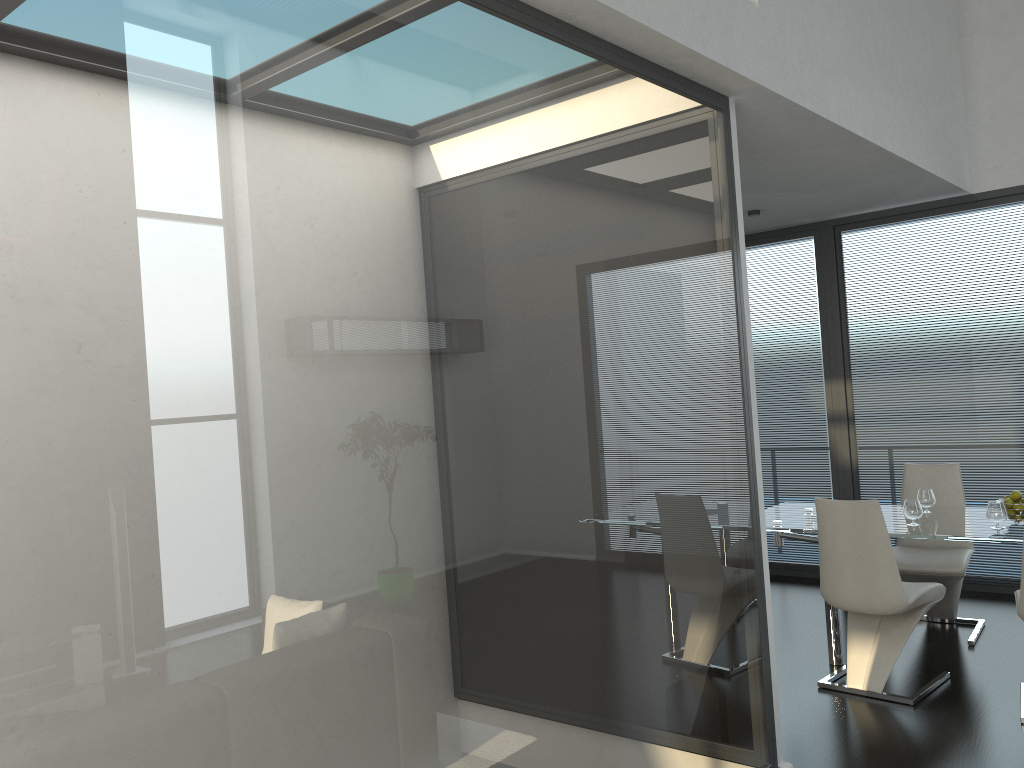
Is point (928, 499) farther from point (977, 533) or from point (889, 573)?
point (889, 573)

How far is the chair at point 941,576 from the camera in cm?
496

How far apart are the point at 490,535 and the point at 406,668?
0.4 meters

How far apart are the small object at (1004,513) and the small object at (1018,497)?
0.18m

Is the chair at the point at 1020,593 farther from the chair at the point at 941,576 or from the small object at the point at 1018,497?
the chair at the point at 941,576

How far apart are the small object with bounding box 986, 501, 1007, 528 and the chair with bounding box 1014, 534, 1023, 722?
0.4 meters

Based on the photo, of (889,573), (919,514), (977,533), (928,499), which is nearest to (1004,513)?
(977,533)

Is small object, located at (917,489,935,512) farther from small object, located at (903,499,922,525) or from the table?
small object, located at (903,499,922,525)

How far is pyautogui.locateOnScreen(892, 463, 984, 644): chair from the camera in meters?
5.0 m

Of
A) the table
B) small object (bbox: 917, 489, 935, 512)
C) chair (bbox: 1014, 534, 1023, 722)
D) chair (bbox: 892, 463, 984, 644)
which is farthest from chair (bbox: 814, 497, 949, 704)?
small object (bbox: 917, 489, 935, 512)
